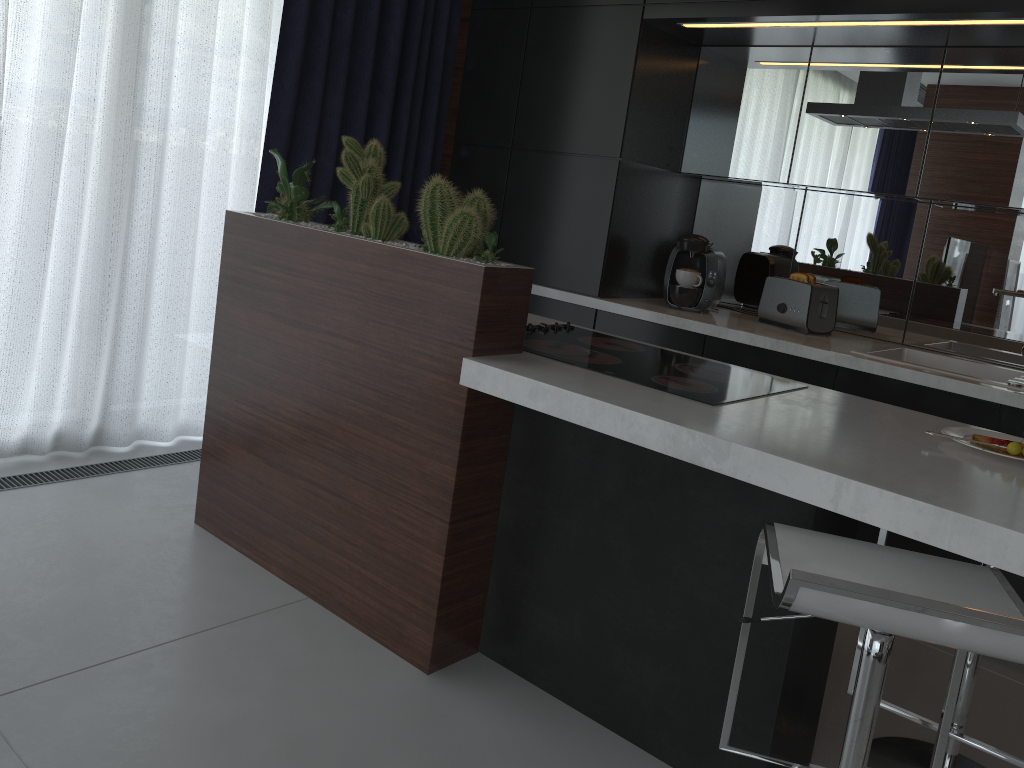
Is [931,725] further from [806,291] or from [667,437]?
[806,291]

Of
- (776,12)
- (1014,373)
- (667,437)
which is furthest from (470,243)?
(1014,373)

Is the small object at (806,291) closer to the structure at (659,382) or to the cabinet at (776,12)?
the cabinet at (776,12)

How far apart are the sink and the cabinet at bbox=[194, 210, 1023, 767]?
0.9 meters

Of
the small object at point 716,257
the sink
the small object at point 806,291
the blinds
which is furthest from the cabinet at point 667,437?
the small object at point 716,257

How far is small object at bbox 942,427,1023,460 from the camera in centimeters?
182cm

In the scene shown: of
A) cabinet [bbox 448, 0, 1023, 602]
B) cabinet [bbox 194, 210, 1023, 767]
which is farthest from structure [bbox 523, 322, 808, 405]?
cabinet [bbox 448, 0, 1023, 602]

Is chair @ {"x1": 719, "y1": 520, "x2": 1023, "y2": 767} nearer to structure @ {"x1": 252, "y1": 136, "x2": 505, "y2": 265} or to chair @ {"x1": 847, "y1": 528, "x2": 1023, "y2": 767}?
chair @ {"x1": 847, "y1": 528, "x2": 1023, "y2": 767}

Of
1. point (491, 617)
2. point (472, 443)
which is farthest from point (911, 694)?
point (472, 443)

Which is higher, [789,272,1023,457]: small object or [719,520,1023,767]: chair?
[789,272,1023,457]: small object
